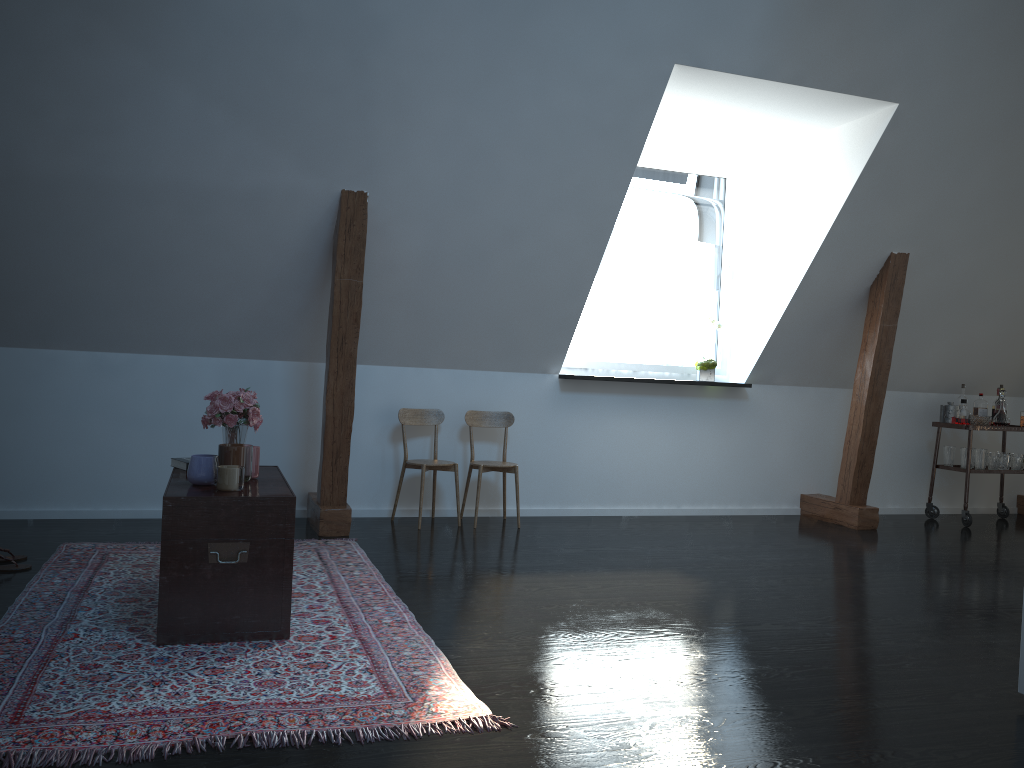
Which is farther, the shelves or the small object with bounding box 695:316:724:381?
the shelves

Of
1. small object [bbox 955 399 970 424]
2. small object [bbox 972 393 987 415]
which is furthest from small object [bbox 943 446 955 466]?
small object [bbox 972 393 987 415]

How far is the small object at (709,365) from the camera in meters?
6.2 m

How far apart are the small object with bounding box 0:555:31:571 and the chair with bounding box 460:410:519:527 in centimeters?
248cm

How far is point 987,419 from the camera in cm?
644

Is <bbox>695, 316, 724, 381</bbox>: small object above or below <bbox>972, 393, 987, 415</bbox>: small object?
above

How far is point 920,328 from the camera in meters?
6.4 m

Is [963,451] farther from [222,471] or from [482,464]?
[222,471]

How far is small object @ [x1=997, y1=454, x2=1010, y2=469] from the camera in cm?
657

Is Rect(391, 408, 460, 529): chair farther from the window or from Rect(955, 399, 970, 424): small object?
Rect(955, 399, 970, 424): small object
